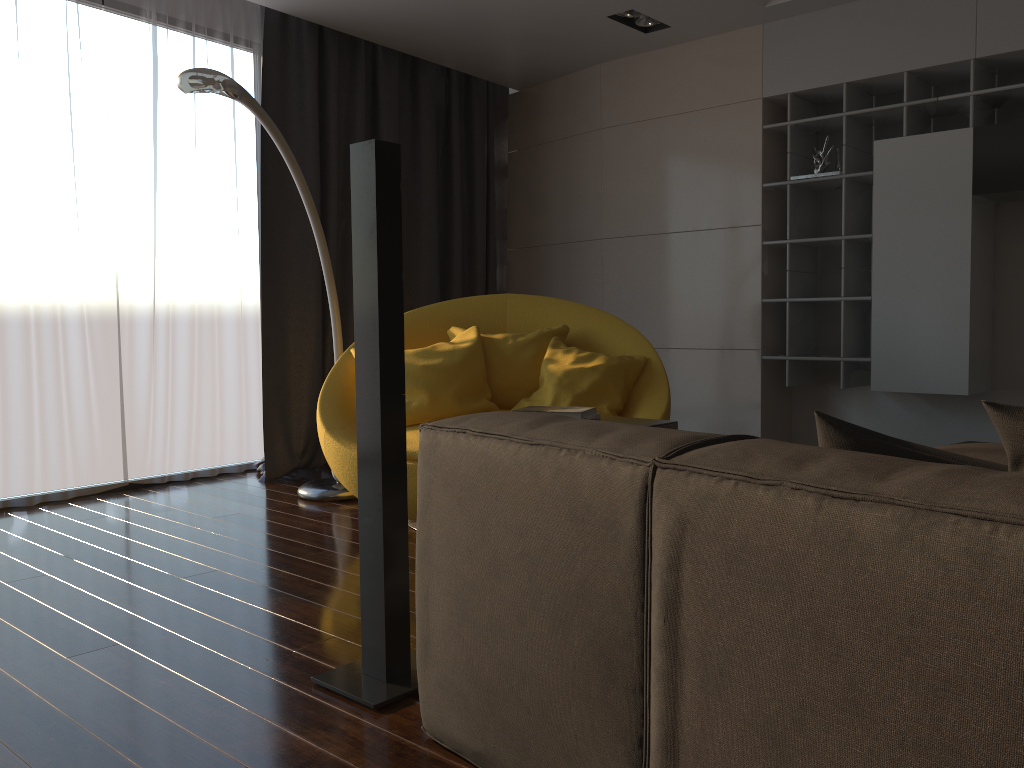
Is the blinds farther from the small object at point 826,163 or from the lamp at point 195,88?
the small object at point 826,163

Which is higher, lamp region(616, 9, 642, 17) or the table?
lamp region(616, 9, 642, 17)

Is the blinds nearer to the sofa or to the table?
the table

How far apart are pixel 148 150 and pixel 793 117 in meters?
3.4

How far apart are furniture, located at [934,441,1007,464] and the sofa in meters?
1.4 m

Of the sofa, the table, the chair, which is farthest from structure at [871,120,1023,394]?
the sofa

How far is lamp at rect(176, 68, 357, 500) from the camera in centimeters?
313cm

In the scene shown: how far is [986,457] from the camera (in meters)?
2.59

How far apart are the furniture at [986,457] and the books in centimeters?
116cm

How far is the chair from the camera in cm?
373
